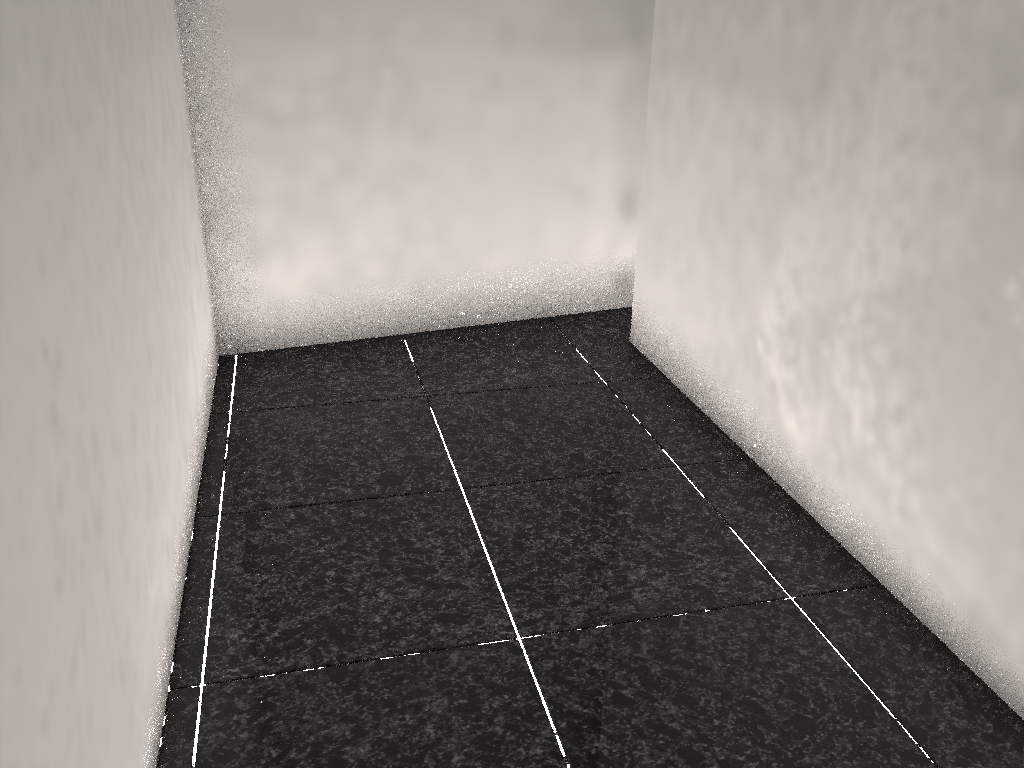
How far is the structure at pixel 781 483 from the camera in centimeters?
231cm

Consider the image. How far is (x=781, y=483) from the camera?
2.3 meters

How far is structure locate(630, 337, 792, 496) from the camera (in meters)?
2.31
